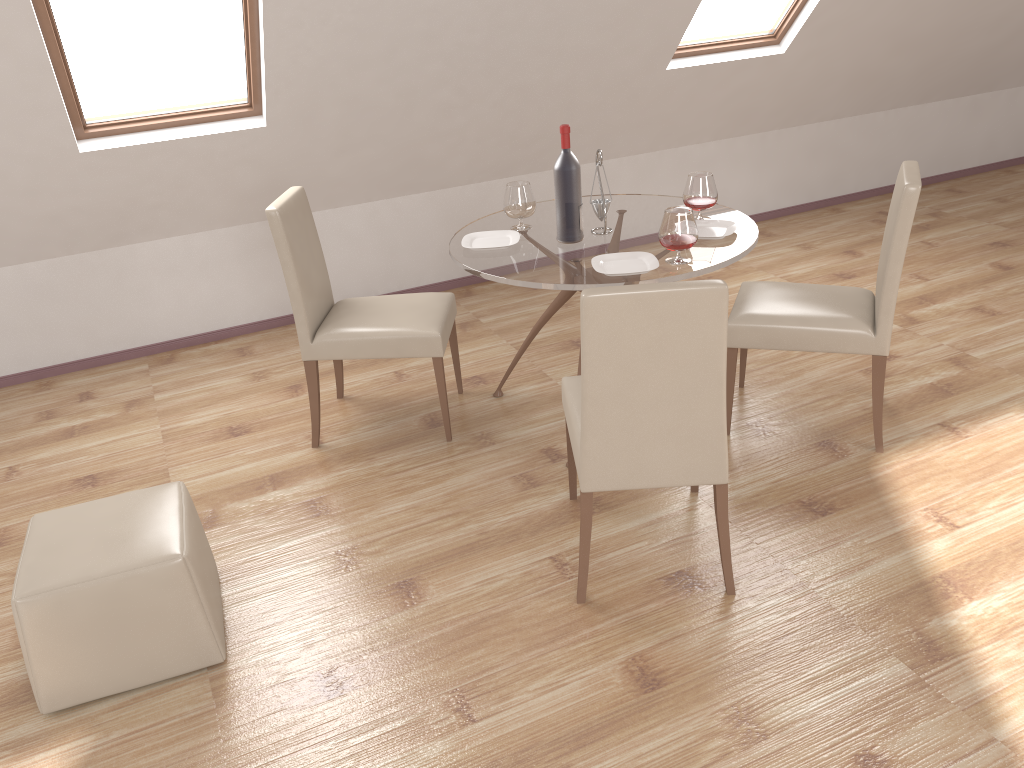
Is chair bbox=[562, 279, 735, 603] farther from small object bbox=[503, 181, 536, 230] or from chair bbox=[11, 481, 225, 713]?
chair bbox=[11, 481, 225, 713]

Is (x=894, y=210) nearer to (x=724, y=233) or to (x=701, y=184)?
(x=724, y=233)

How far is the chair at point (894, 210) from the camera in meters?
3.0 m

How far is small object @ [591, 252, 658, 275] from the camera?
3.0 meters

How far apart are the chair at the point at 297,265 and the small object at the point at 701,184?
1.1 meters

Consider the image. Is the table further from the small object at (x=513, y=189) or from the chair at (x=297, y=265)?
the chair at (x=297, y=265)

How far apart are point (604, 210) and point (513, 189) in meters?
0.4 m

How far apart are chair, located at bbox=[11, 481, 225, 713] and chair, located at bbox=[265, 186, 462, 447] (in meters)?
0.92

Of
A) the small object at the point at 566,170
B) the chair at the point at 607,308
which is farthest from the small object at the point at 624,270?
the chair at the point at 607,308

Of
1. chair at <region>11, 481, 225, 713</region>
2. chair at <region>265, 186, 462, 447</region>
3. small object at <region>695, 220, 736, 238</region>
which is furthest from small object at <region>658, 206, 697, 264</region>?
chair at <region>11, 481, 225, 713</region>
